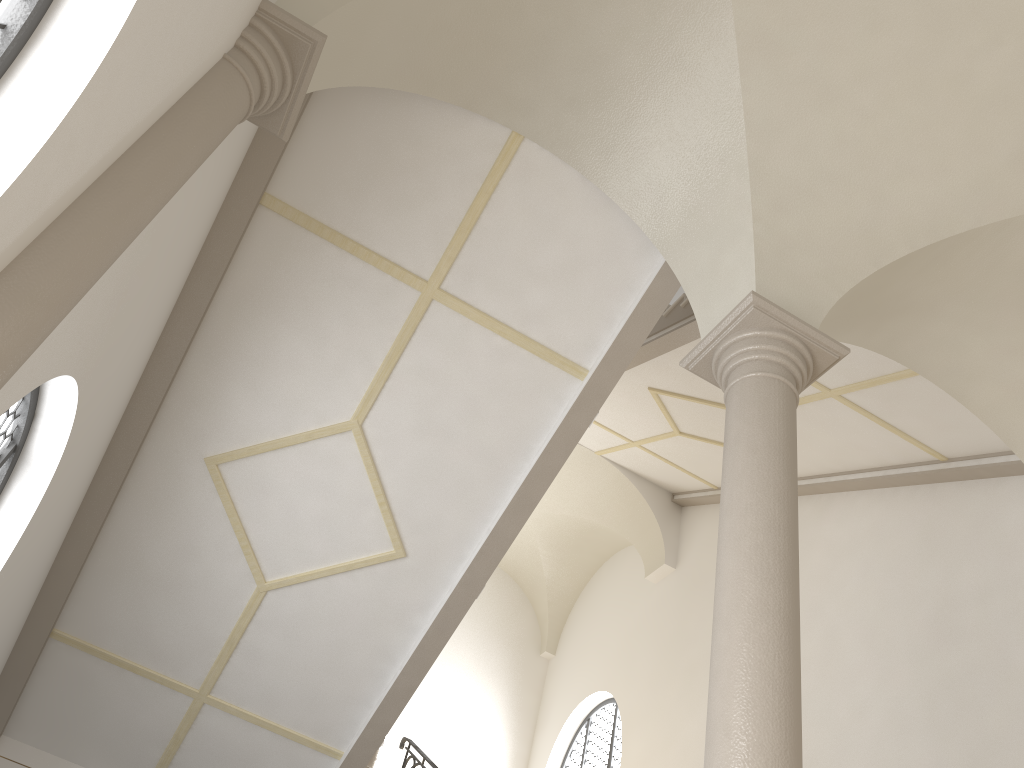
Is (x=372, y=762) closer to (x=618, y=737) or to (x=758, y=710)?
(x=618, y=737)

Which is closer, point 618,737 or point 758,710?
point 758,710

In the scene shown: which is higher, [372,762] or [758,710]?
[372,762]

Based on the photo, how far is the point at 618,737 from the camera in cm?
1199

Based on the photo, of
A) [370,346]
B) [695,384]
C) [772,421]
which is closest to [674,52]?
[772,421]

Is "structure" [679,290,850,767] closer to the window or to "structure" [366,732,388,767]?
"structure" [366,732,388,767]

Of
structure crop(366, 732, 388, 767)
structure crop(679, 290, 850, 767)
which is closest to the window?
structure crop(366, 732, 388, 767)

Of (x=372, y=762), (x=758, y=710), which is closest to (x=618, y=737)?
(x=372, y=762)

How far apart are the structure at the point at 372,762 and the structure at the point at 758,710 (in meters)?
5.87

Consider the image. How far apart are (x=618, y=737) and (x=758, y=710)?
9.2m
